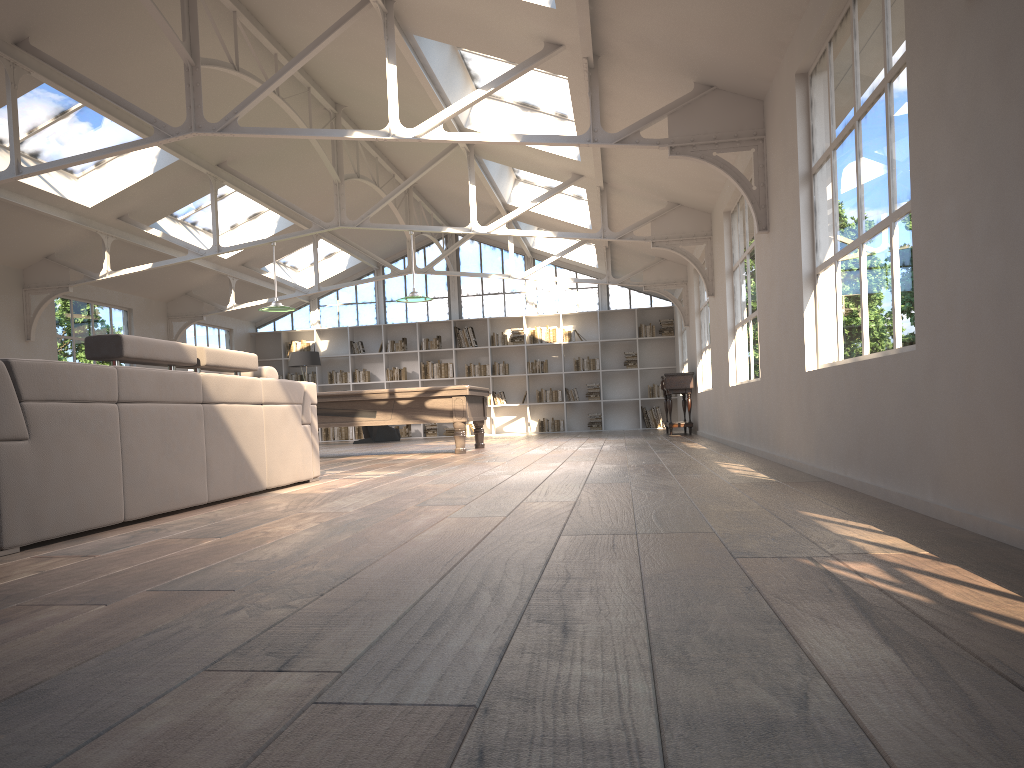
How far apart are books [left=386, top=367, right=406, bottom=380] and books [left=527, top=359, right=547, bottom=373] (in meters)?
2.57

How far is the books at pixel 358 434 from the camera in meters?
17.9

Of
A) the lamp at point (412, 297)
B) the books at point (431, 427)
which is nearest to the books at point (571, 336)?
the books at point (431, 427)

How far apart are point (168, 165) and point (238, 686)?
10.10m

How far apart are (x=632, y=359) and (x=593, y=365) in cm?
77

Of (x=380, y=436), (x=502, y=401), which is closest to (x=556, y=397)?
(x=502, y=401)

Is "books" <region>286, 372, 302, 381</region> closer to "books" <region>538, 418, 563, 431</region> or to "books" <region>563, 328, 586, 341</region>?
"books" <region>538, 418, 563, 431</region>

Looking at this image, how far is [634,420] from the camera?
17.5 meters

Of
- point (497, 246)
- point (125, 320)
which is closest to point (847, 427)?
point (125, 320)

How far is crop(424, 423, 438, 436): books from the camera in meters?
17.7 m
